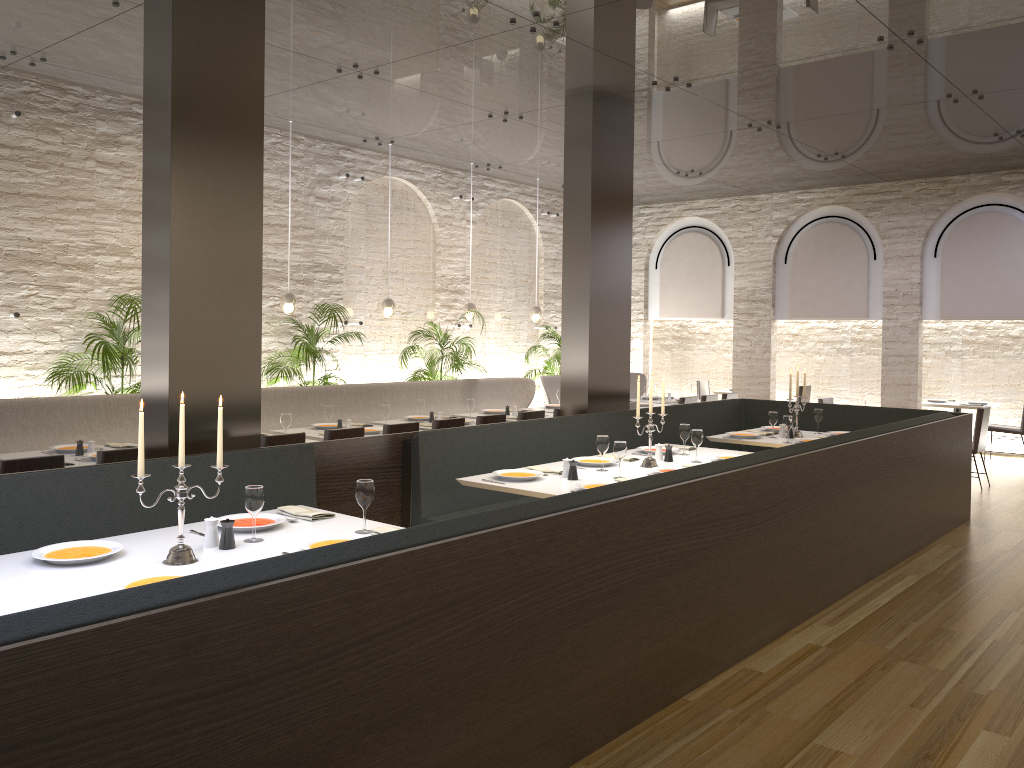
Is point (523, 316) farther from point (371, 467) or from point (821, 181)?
point (371, 467)

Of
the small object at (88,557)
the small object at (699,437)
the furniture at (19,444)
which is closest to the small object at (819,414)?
the small object at (699,437)

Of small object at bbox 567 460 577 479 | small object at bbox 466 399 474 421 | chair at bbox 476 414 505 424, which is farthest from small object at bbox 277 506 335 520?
small object at bbox 466 399 474 421

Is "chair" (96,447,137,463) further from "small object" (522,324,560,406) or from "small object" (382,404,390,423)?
"small object" (522,324,560,406)

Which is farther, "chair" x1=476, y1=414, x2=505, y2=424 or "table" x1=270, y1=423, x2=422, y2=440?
"chair" x1=476, y1=414, x2=505, y2=424

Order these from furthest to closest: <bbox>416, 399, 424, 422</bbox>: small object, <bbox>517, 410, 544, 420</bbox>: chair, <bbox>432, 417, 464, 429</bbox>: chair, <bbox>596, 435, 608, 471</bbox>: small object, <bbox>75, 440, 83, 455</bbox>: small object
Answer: <bbox>416, 399, 424, 422</bbox>: small object, <bbox>517, 410, 544, 420</bbox>: chair, <bbox>432, 417, 464, 429</bbox>: chair, <bbox>75, 440, 83, 455</bbox>: small object, <bbox>596, 435, 608, 471</bbox>: small object

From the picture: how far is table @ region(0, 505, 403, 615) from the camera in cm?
299

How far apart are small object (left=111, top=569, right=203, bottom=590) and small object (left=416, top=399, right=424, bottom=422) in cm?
560

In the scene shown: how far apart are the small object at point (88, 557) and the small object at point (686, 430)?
4.25m

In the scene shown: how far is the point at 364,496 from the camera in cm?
392
